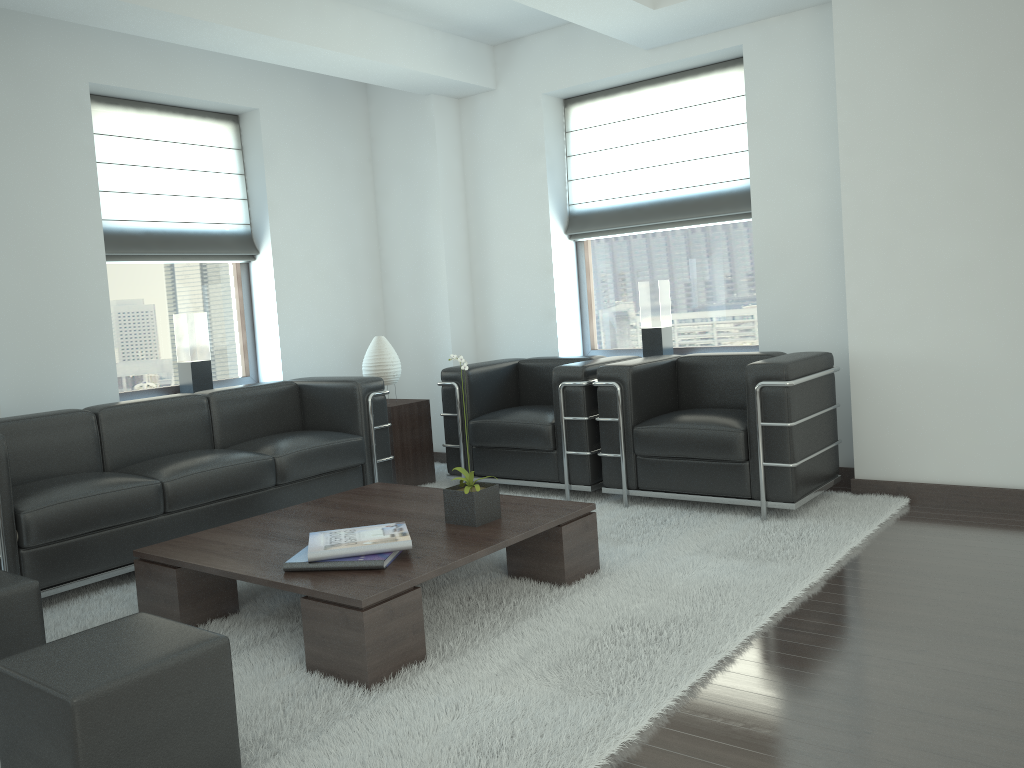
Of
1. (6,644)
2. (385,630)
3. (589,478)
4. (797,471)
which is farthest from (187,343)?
(797,471)

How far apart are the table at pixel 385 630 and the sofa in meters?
0.7

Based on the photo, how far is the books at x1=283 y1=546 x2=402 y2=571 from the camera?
4.4 meters

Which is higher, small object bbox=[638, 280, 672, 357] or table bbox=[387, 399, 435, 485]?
small object bbox=[638, 280, 672, 357]

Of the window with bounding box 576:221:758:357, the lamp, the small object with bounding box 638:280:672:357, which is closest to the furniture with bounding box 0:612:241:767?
the lamp

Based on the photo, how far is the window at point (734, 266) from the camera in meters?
8.3 m

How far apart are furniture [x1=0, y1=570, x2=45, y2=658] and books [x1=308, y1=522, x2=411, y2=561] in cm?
123

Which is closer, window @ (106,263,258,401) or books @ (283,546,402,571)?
books @ (283,546,402,571)

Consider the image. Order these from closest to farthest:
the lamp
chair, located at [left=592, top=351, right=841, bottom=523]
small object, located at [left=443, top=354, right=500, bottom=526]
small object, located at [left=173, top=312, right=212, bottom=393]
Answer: small object, located at [left=443, top=354, right=500, bottom=526]
chair, located at [left=592, top=351, right=841, bottom=523]
small object, located at [left=173, top=312, right=212, bottom=393]
the lamp

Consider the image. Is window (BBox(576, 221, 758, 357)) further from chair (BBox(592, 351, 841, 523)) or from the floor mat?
the floor mat
